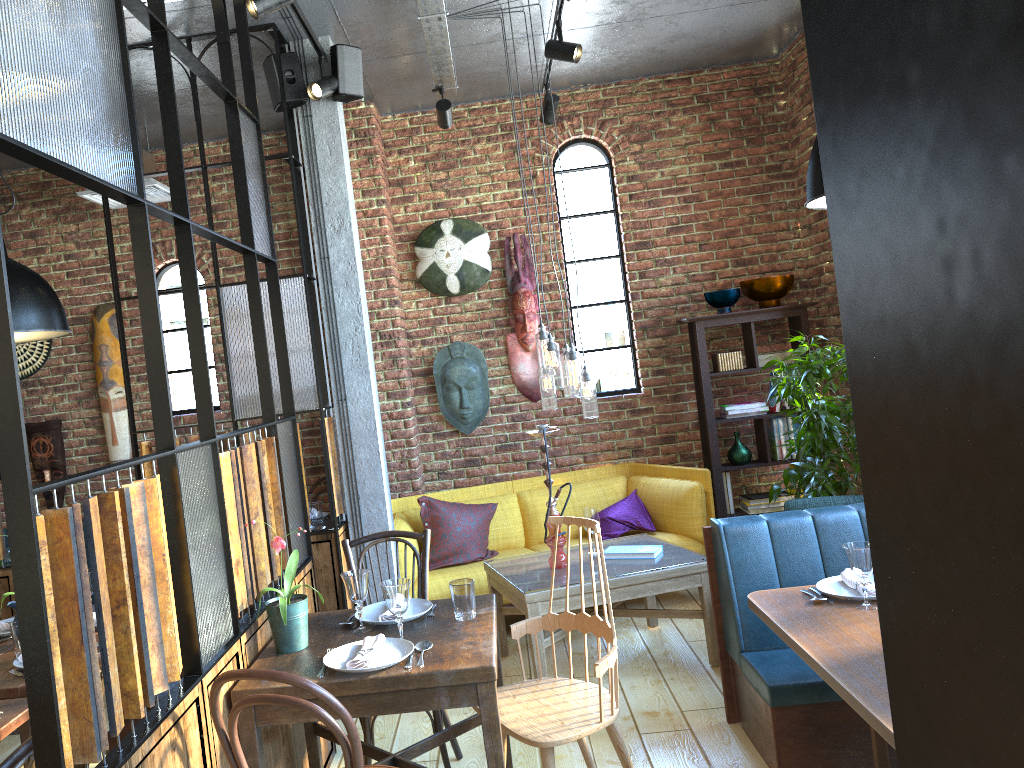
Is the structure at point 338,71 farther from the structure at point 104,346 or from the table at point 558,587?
the structure at point 104,346

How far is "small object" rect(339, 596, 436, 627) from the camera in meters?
2.9

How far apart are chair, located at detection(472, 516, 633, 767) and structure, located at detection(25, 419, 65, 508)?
4.2m

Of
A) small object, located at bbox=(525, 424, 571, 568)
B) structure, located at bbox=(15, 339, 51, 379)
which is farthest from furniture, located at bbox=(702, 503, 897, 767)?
structure, located at bbox=(15, 339, 51, 379)

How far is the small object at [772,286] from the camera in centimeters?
563cm

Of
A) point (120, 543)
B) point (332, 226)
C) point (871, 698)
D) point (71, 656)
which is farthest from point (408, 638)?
point (332, 226)

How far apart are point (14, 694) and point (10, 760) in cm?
118

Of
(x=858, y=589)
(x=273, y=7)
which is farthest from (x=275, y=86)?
(x=858, y=589)

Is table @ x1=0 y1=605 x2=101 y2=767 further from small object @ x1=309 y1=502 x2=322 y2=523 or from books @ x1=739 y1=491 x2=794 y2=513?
books @ x1=739 y1=491 x2=794 y2=513

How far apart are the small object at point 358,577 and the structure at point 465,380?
3.0m
